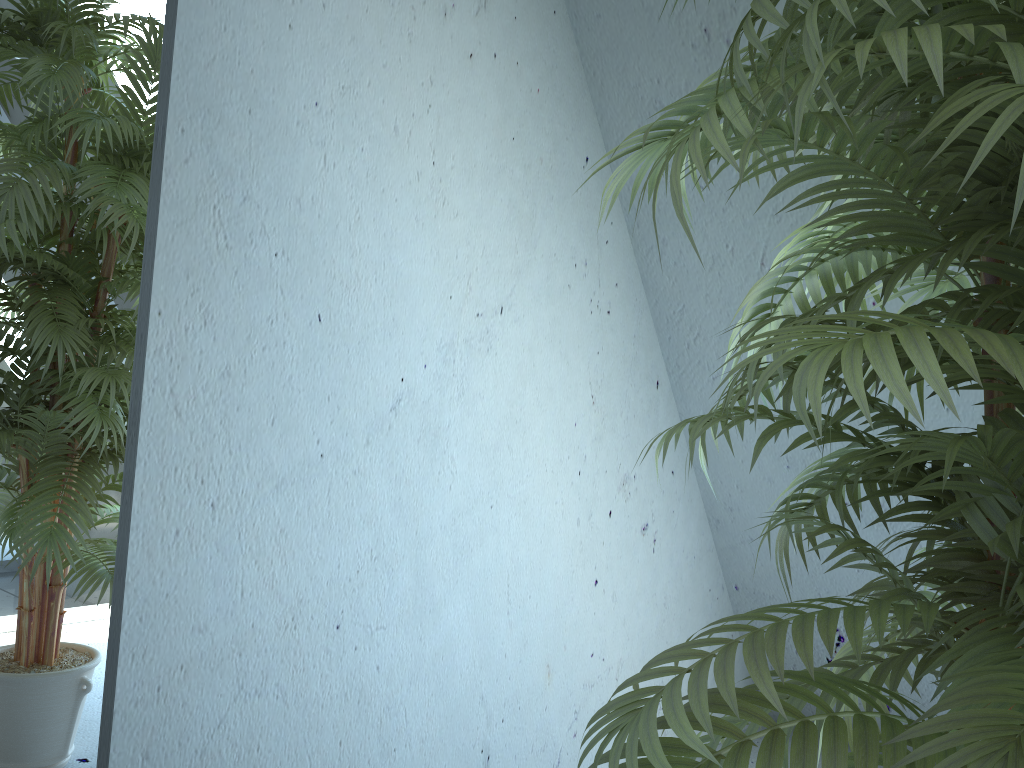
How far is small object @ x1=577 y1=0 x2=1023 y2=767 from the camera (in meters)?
0.57

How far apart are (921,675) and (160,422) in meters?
1.0 m

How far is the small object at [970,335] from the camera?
0.57m

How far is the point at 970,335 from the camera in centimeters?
57cm

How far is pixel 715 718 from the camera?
0.7 meters
